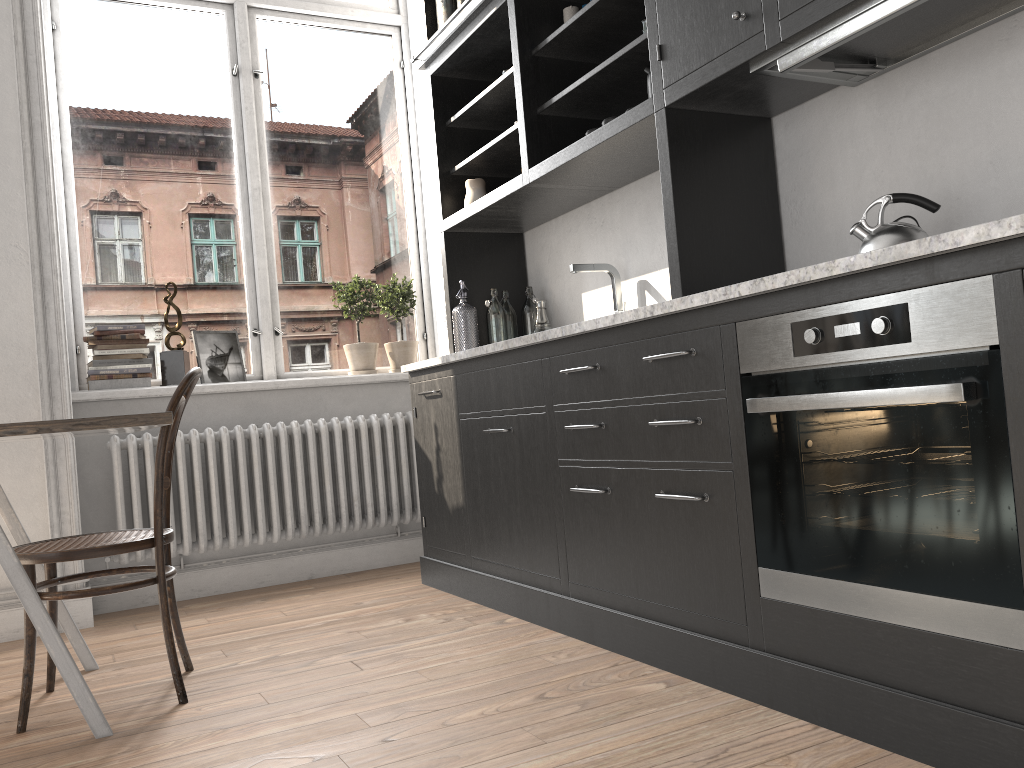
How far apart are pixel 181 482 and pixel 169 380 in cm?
51

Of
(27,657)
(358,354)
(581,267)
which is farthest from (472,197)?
(27,657)

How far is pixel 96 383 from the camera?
3.8m

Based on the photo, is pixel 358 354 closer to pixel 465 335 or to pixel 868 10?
pixel 465 335

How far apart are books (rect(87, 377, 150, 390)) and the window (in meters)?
0.04

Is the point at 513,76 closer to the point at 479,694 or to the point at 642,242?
the point at 642,242

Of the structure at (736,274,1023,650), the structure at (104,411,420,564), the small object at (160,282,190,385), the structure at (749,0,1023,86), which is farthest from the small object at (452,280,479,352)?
the structure at (736,274,1023,650)

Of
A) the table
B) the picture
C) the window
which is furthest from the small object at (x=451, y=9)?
the table

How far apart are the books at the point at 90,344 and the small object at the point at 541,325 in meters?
1.9 m

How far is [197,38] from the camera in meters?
4.4 m
